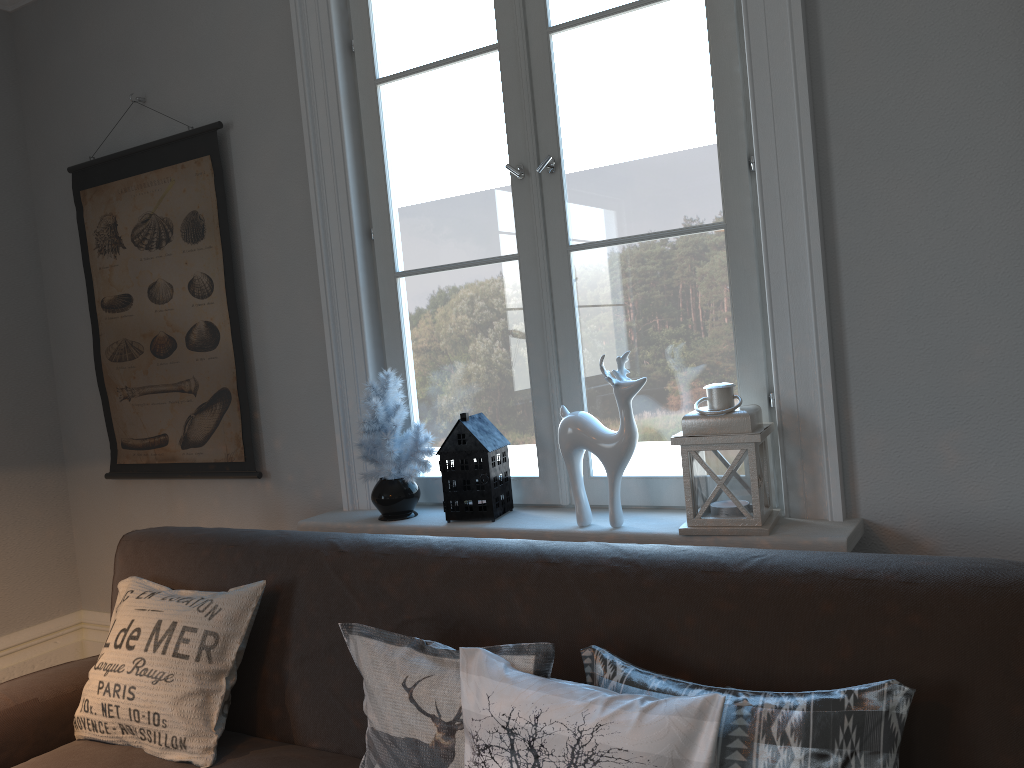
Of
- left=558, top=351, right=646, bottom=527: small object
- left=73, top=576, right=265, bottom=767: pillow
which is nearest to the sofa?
left=73, top=576, right=265, bottom=767: pillow

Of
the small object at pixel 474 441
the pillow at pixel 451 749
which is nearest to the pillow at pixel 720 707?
the pillow at pixel 451 749

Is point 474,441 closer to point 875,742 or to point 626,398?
point 626,398

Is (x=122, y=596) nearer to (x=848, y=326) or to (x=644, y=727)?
(x=644, y=727)

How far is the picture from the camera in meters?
2.9 m

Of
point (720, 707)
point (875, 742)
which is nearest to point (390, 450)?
point (720, 707)

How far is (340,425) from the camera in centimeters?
265cm

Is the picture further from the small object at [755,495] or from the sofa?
the small object at [755,495]

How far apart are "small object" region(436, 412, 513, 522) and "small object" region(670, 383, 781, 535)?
0.5m

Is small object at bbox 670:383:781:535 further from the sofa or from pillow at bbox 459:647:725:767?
pillow at bbox 459:647:725:767
